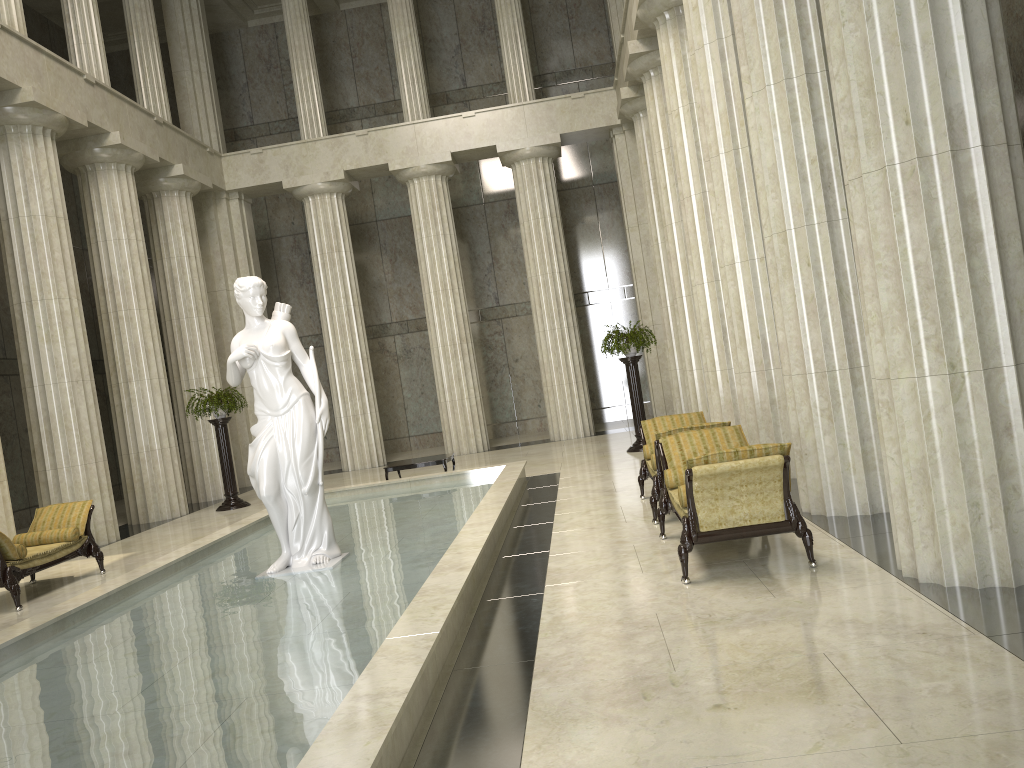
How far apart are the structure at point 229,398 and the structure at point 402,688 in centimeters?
333cm

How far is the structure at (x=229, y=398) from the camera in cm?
1655

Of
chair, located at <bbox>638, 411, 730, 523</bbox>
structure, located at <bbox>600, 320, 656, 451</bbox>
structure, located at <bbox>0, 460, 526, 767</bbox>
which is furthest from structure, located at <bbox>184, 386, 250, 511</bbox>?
chair, located at <bbox>638, 411, 730, 523</bbox>

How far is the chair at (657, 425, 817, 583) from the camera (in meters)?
6.32

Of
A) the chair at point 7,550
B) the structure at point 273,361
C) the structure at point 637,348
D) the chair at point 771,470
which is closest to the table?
the structure at point 637,348

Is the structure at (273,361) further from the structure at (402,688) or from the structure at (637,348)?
the structure at (637,348)

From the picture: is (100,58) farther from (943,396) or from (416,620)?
(943,396)

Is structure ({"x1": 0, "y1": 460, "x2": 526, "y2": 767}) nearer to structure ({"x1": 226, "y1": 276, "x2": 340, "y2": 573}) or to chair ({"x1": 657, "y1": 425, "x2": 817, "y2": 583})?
structure ({"x1": 226, "y1": 276, "x2": 340, "y2": 573})

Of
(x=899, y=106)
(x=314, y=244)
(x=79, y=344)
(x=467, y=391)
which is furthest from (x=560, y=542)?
(x=314, y=244)

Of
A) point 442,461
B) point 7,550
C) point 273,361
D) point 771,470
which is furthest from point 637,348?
point 7,550
